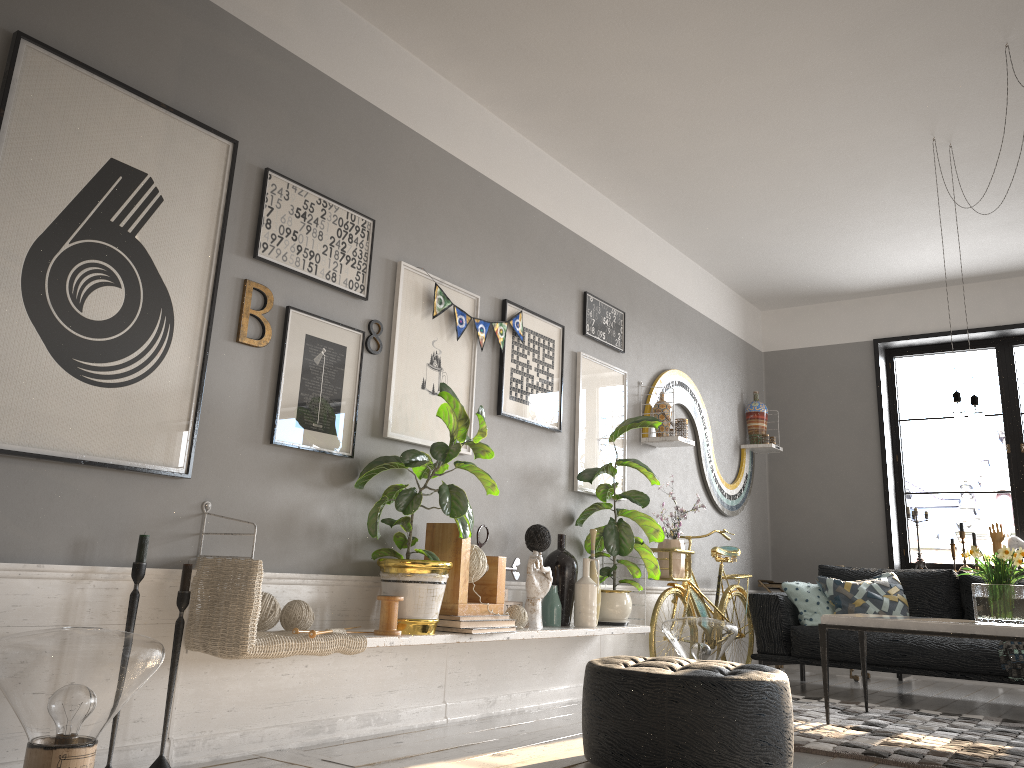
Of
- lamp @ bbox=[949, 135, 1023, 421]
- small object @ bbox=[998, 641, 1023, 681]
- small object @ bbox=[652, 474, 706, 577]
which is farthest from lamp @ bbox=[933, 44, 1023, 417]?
small object @ bbox=[652, 474, 706, 577]

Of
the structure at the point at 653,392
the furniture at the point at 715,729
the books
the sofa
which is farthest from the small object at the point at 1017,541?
the books

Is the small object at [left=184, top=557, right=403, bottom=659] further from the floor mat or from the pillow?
the pillow

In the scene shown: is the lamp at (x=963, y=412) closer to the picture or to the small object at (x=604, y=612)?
the small object at (x=604, y=612)

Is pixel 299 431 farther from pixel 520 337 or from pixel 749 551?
pixel 749 551

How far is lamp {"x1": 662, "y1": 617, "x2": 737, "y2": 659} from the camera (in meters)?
5.02

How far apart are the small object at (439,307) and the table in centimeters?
206cm

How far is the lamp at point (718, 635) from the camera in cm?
502

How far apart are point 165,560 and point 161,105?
1.51m

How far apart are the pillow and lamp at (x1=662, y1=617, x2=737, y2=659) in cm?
84
